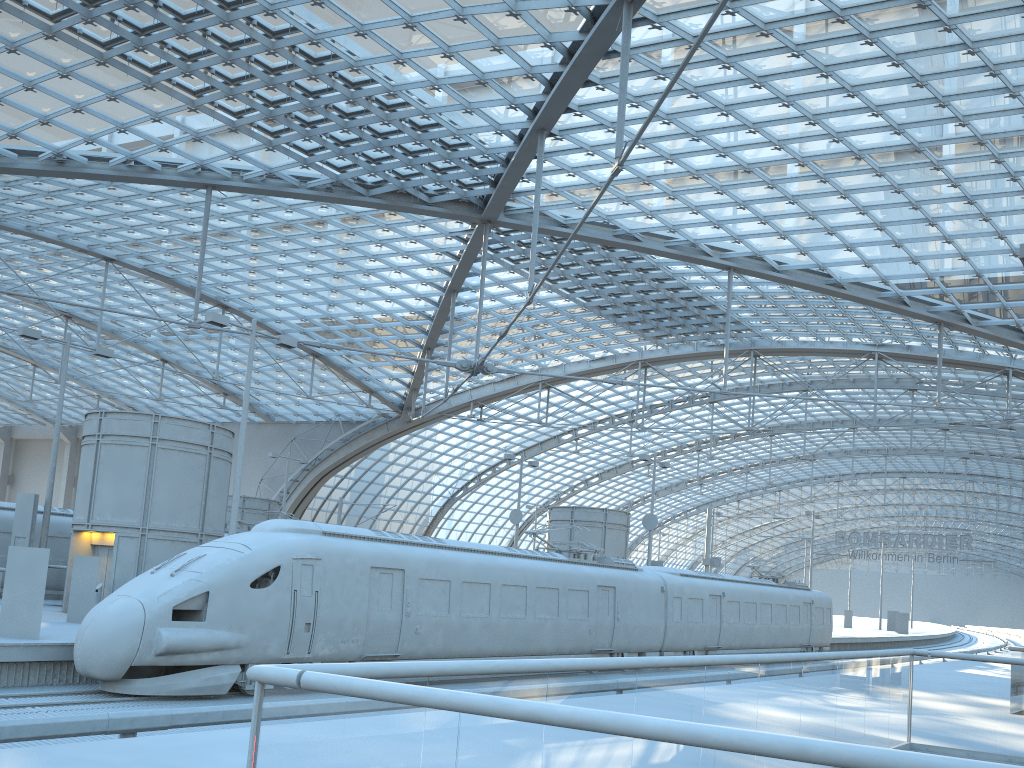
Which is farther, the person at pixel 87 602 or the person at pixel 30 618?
the person at pixel 87 602

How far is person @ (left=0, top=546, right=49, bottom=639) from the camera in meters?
15.7 m

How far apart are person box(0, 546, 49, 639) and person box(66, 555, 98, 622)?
4.26m

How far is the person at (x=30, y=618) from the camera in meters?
15.7

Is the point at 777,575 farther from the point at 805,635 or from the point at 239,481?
the point at 239,481

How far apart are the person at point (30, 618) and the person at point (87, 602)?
4.3m

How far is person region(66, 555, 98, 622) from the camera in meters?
20.1 m

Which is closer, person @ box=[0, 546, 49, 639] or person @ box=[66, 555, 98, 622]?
person @ box=[0, 546, 49, 639]

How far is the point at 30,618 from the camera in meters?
15.7
